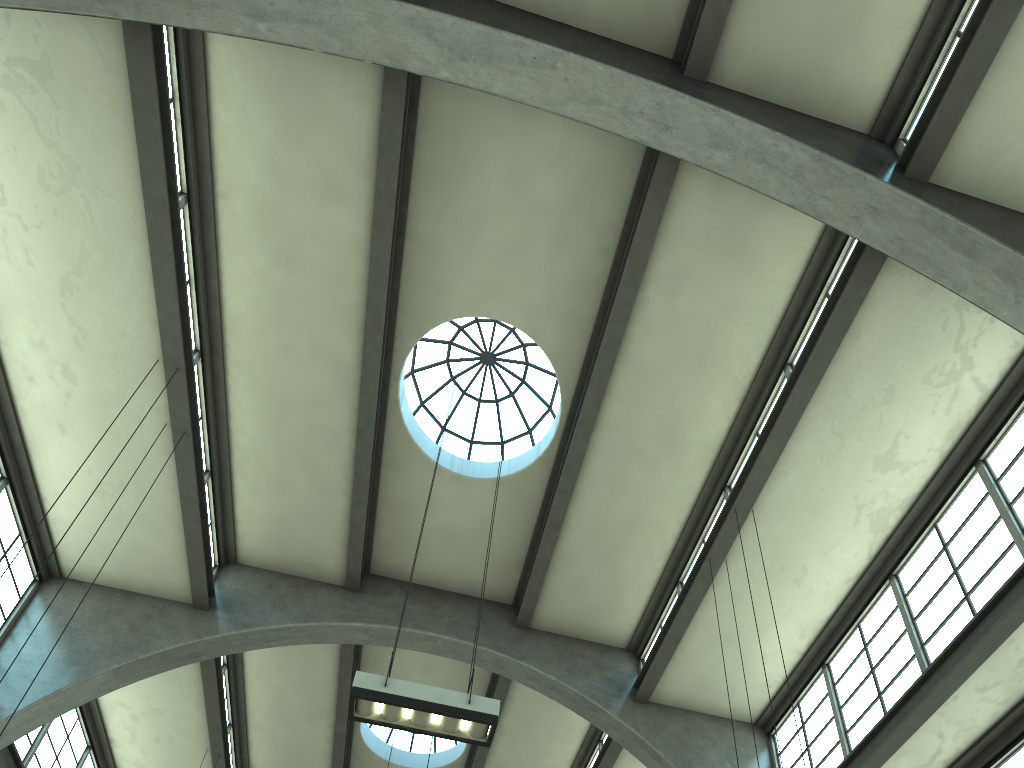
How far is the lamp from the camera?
7.52m

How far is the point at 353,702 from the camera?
7.5 meters

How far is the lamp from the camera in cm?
752
